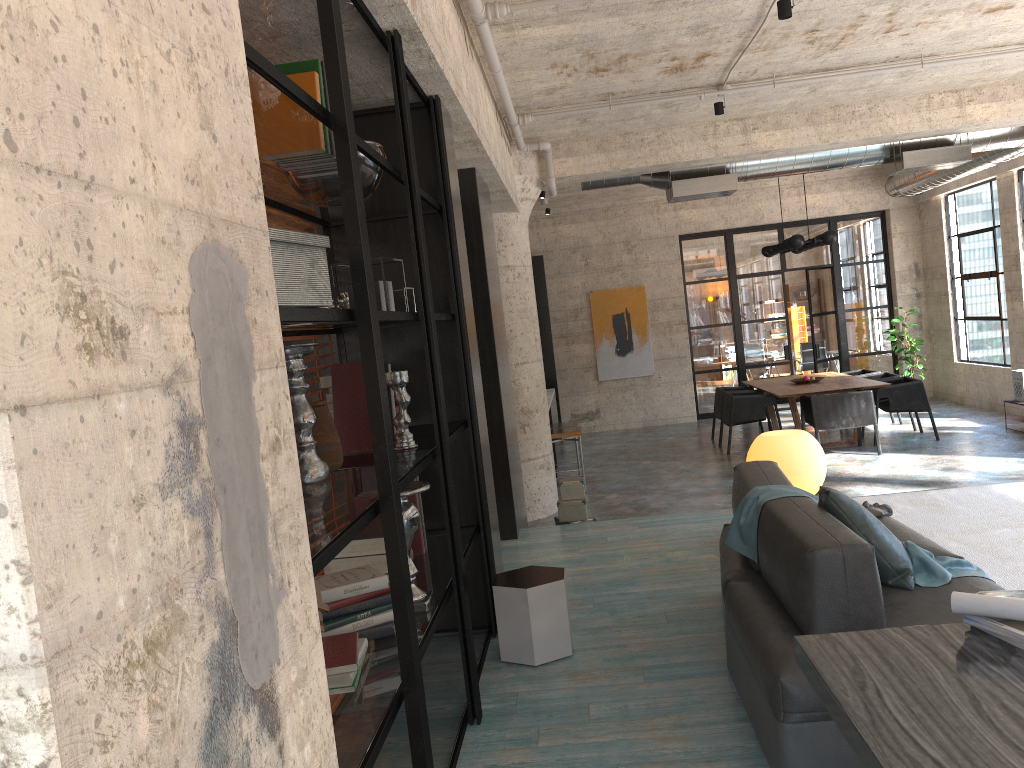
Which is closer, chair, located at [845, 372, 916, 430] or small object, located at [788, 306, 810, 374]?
chair, located at [845, 372, 916, 430]

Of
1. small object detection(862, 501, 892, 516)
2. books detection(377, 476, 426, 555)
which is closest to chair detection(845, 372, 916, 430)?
→ small object detection(862, 501, 892, 516)

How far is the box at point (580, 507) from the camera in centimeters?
648cm

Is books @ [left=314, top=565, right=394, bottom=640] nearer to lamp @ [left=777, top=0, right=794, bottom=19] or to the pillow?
the pillow

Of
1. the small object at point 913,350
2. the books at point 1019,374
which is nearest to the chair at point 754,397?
the books at point 1019,374

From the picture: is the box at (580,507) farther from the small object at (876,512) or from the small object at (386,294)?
the small object at (386,294)

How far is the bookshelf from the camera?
2.23m

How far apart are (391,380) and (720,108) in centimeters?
484cm

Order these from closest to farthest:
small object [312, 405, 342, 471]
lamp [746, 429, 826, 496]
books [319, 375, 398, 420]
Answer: small object [312, 405, 342, 471], books [319, 375, 398, 420], lamp [746, 429, 826, 496]

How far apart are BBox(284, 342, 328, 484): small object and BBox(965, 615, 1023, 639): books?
1.9m
